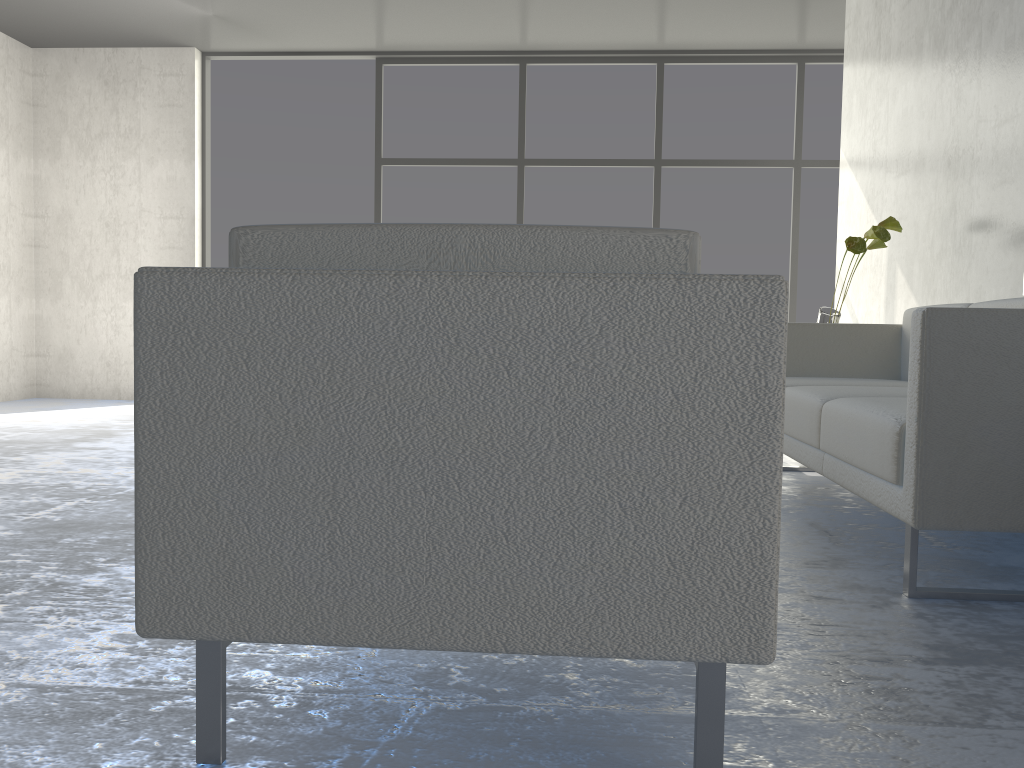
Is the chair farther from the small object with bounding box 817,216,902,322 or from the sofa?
the small object with bounding box 817,216,902,322

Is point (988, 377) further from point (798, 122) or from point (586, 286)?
point (798, 122)

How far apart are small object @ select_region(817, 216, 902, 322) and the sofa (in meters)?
0.29

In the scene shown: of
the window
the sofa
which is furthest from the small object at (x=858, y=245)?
the window

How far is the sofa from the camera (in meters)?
1.73

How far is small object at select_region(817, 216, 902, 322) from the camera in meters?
3.5 m

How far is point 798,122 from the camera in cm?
612

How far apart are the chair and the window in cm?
532

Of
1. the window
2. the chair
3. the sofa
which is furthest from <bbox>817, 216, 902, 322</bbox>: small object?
the chair

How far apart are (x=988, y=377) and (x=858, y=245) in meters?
1.9 m
